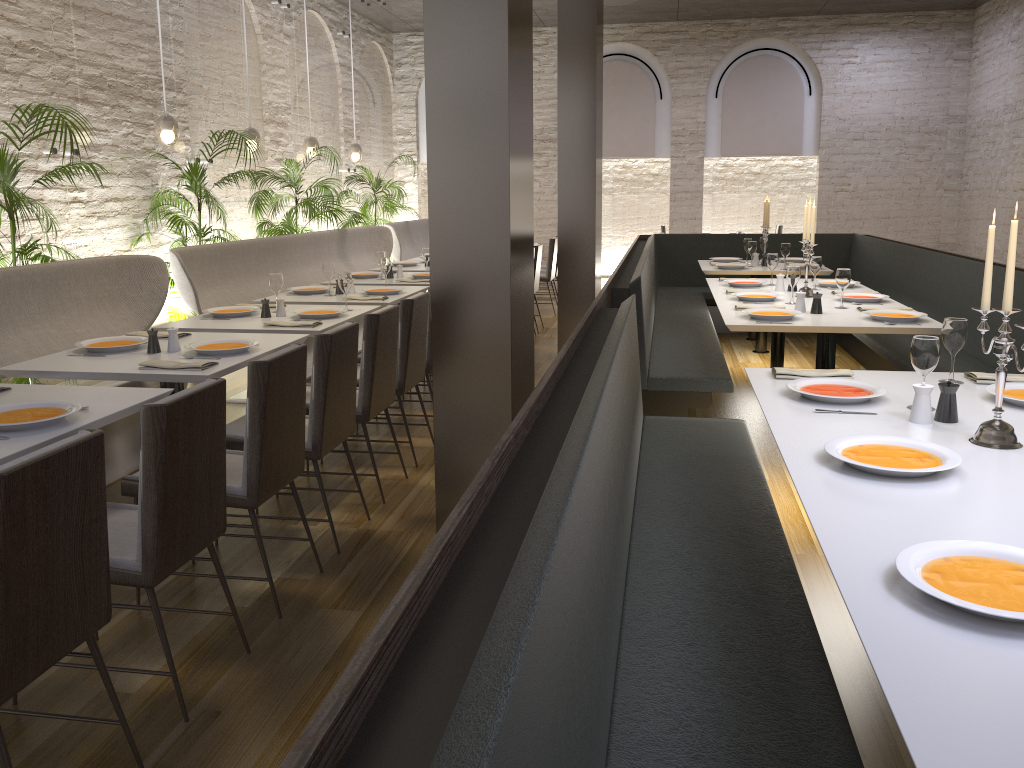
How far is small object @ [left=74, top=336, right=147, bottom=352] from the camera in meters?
3.9

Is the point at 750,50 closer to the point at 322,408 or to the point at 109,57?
the point at 109,57

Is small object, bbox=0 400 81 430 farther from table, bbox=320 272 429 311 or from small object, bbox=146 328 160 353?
table, bbox=320 272 429 311

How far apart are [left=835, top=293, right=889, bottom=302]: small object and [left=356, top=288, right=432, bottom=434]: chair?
2.6m

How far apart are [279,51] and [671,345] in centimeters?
598cm

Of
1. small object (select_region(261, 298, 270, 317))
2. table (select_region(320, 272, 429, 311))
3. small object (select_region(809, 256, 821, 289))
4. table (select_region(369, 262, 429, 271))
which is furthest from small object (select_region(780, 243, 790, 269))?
small object (select_region(261, 298, 270, 317))

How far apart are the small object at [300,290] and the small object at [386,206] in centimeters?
489cm

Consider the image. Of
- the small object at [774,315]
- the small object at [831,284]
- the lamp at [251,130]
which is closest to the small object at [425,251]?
the lamp at [251,130]

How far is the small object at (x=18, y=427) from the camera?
2.6m

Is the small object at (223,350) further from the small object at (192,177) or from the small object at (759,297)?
the small object at (759,297)
